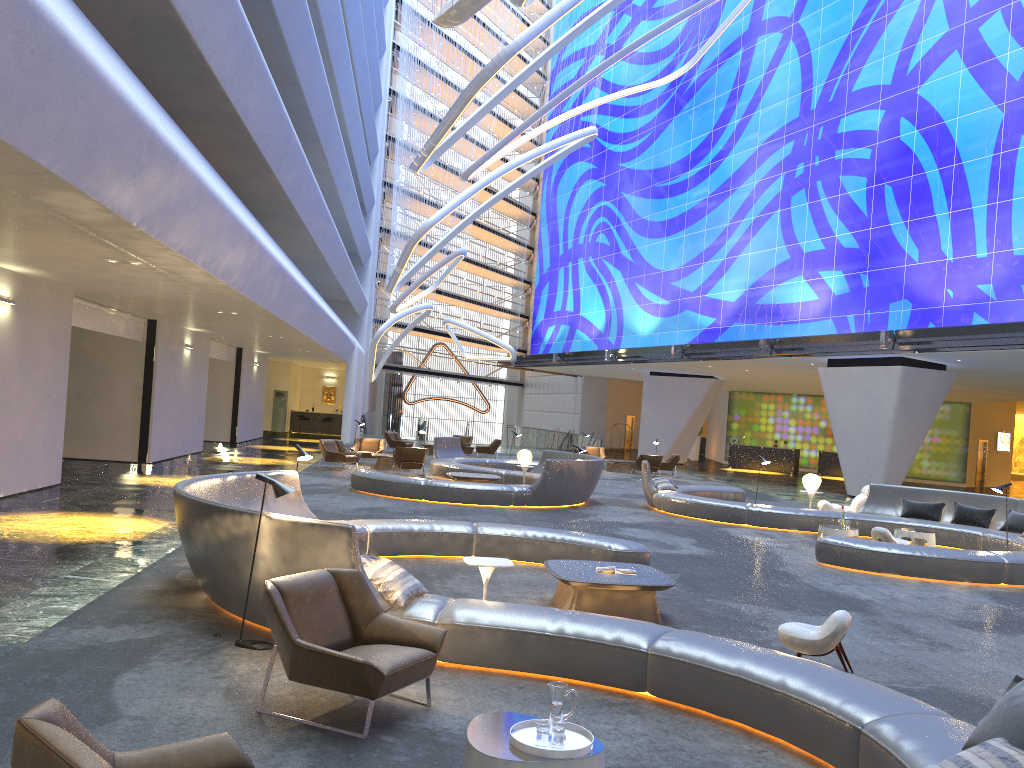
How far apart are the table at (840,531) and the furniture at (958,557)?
1.4 meters

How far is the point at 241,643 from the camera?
6.5 meters

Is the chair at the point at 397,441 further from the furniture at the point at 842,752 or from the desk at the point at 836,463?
the furniture at the point at 842,752

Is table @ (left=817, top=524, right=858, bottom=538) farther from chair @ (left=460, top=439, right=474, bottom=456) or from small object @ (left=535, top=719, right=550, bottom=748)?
chair @ (left=460, top=439, right=474, bottom=456)

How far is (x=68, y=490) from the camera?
15.0m

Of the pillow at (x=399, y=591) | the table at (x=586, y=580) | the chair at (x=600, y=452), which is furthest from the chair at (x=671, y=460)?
the pillow at (x=399, y=591)

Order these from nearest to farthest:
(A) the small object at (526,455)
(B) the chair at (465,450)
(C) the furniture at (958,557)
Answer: (C) the furniture at (958,557) < (A) the small object at (526,455) < (B) the chair at (465,450)

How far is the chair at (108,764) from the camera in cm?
268

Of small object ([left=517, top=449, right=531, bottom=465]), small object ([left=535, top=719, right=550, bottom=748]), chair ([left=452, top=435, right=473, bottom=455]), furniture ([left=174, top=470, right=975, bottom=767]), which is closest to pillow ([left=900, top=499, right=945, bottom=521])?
small object ([left=517, top=449, right=531, bottom=465])

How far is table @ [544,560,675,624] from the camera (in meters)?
8.03
